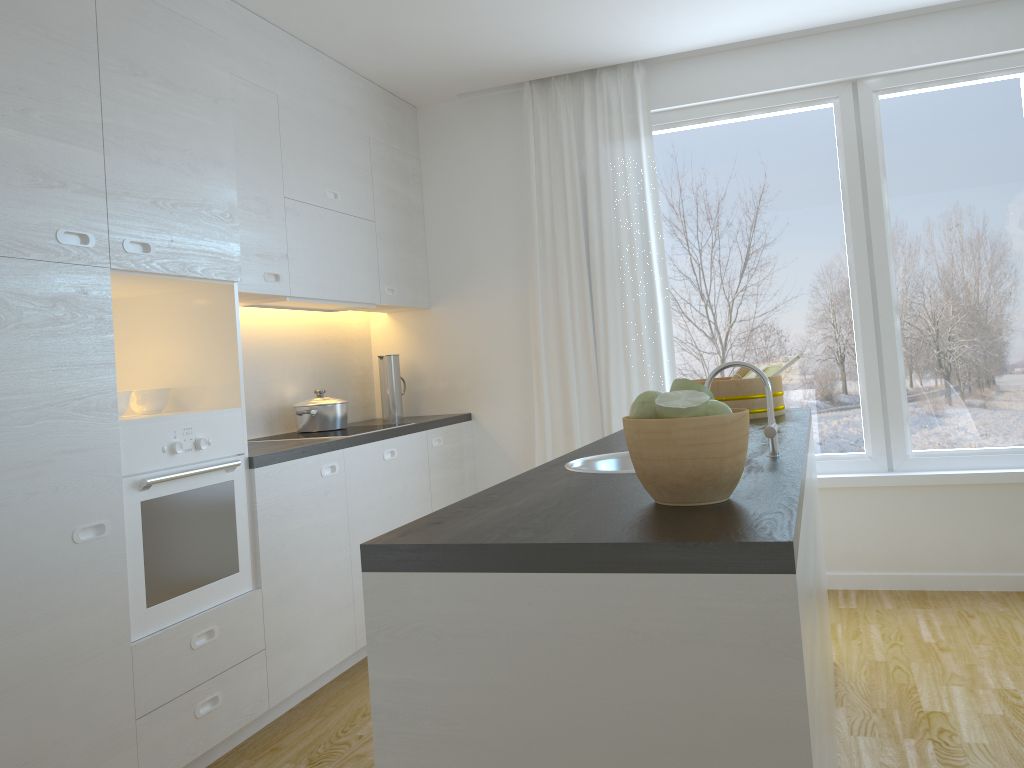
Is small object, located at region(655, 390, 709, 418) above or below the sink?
above

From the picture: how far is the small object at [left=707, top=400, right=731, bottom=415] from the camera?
1.4m

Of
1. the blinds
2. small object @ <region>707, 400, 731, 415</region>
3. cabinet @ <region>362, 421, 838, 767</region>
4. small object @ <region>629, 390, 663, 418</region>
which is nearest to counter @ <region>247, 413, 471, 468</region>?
the blinds

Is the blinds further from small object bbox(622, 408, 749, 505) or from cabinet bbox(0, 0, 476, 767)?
small object bbox(622, 408, 749, 505)

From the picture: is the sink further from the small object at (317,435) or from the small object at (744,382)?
the small object at (317,435)

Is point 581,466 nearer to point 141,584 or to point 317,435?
point 141,584

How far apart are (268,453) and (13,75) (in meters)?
1.43

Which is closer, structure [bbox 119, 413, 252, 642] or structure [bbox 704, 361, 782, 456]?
structure [bbox 704, 361, 782, 456]

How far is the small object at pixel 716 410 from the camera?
1.42m

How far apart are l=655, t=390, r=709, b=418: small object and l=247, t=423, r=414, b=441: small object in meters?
2.6
